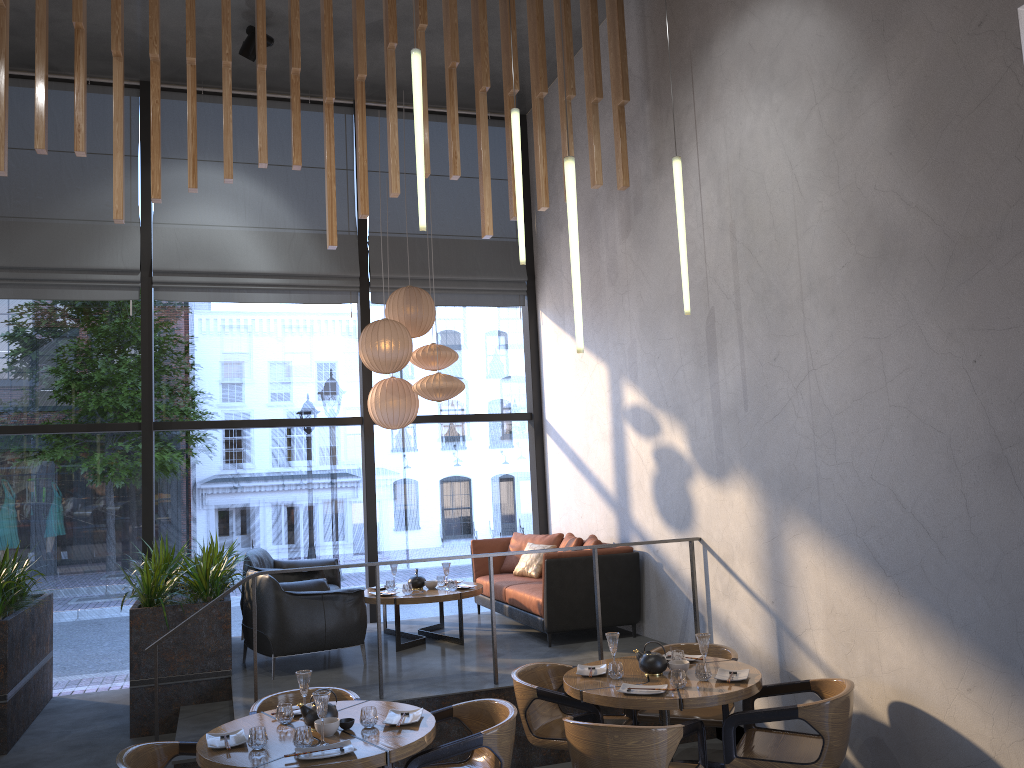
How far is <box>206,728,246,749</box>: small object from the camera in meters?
4.0 m

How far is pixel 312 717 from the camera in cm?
416

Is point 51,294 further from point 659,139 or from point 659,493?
point 659,493

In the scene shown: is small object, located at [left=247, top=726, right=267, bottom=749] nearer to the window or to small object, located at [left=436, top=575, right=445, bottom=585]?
small object, located at [left=436, top=575, right=445, bottom=585]

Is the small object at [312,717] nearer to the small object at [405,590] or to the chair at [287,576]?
the small object at [405,590]

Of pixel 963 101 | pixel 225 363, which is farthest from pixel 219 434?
pixel 963 101

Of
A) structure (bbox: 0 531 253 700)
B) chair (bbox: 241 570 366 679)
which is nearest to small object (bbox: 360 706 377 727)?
chair (bbox: 241 570 366 679)

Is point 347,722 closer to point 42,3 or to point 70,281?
point 42,3

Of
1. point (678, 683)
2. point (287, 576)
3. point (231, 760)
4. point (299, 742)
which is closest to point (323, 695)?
point (299, 742)

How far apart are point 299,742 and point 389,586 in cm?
382
